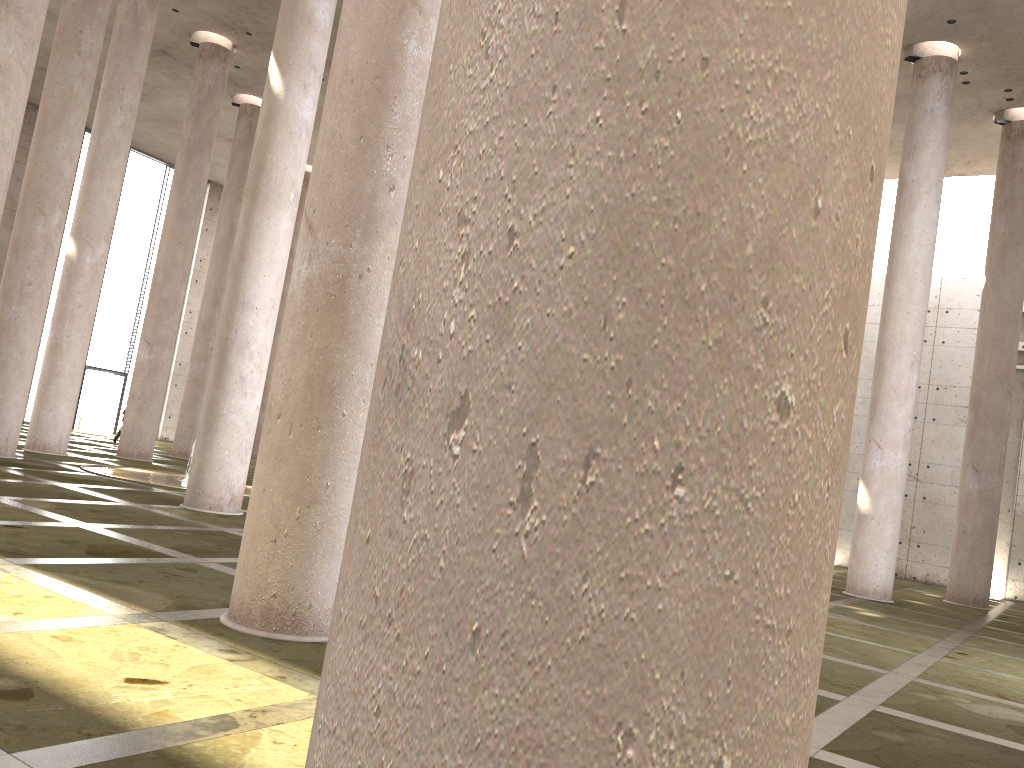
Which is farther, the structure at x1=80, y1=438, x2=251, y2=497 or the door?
the door

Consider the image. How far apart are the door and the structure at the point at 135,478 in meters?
15.2

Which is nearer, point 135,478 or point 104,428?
point 135,478

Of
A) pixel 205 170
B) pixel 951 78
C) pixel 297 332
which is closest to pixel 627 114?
pixel 297 332

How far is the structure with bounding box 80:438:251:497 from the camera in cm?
1596

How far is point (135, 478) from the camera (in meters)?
15.96

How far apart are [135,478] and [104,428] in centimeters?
1836cm

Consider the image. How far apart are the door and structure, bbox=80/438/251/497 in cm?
1522

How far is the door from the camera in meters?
32.1 m

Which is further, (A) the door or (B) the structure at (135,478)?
(A) the door
